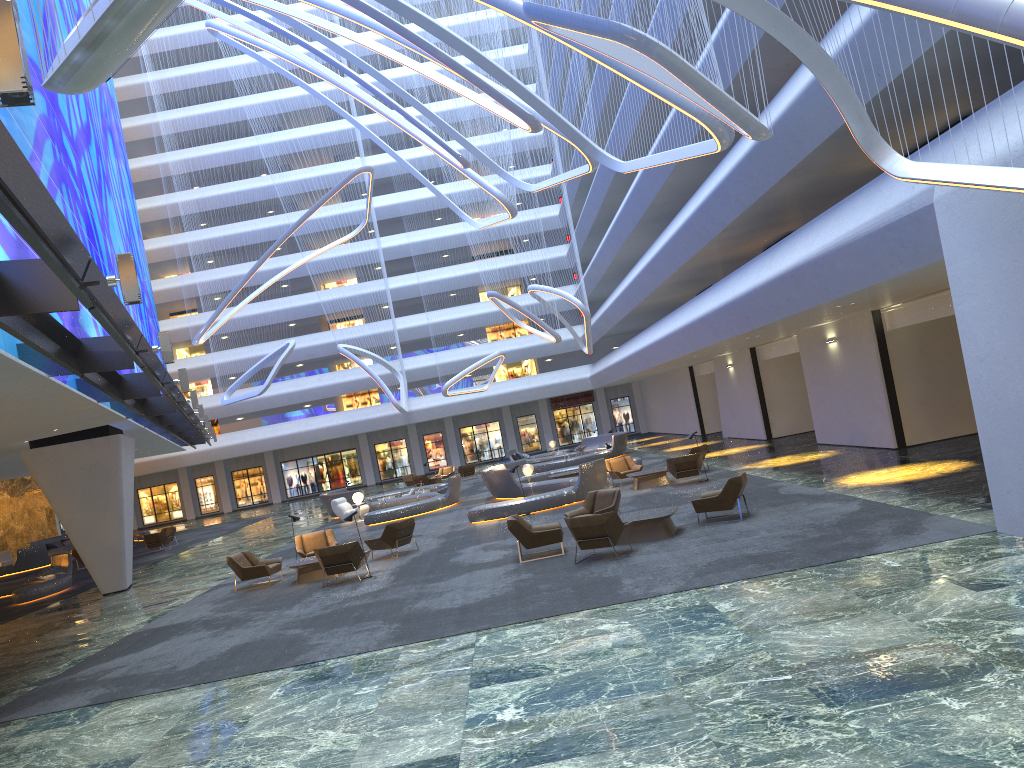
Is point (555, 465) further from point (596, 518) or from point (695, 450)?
point (596, 518)

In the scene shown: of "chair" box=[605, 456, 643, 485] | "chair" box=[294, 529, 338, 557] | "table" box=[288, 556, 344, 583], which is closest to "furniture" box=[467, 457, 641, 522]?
"chair" box=[605, 456, 643, 485]

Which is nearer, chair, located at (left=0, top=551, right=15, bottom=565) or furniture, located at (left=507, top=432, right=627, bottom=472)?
furniture, located at (left=507, top=432, right=627, bottom=472)

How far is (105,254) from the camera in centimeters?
2756cm

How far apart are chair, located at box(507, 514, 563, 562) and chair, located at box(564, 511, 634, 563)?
1.11m

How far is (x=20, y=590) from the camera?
24.1m

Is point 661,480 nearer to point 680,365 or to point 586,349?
point 680,365

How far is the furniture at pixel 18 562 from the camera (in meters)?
37.21

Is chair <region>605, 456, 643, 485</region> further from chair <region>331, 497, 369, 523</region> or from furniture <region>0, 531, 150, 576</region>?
furniture <region>0, 531, 150, 576</region>

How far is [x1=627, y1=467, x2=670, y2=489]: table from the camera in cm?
2336
